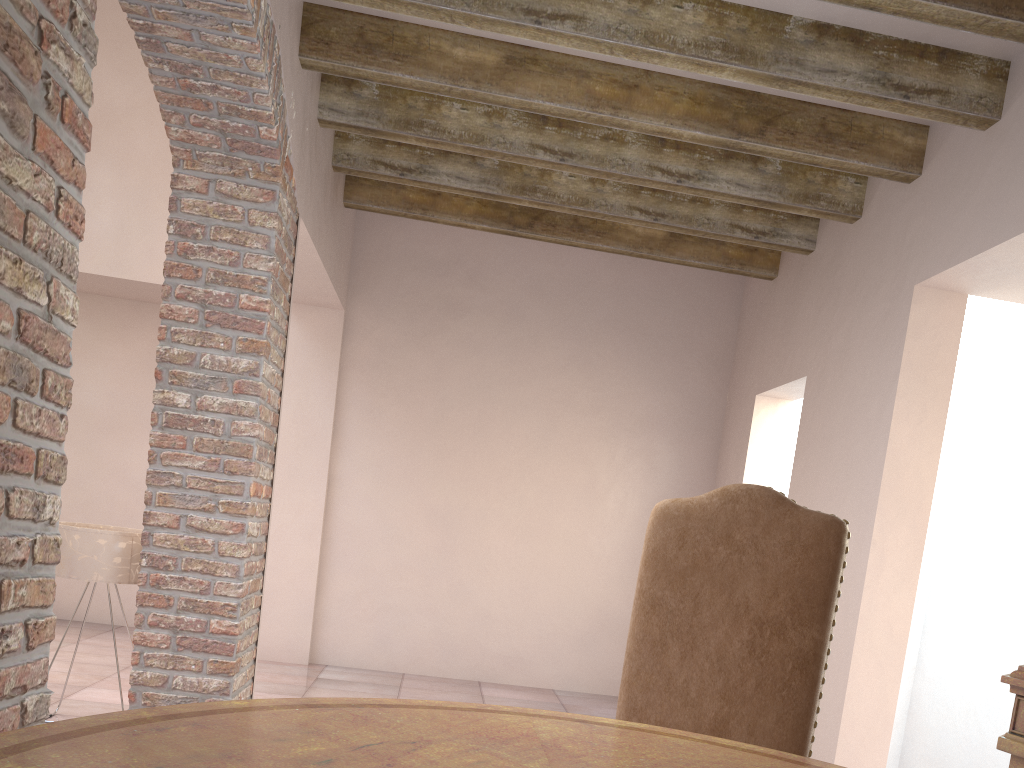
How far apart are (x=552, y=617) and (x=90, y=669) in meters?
2.9 m

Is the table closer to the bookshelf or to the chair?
the chair

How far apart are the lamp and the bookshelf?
3.2 meters

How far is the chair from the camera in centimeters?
199cm

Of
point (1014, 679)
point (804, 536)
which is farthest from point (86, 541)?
point (1014, 679)

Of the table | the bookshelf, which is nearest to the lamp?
the table

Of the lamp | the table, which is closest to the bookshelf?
the table

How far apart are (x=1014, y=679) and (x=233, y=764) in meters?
1.9 m

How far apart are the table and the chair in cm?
49

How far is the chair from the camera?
2.0 meters
